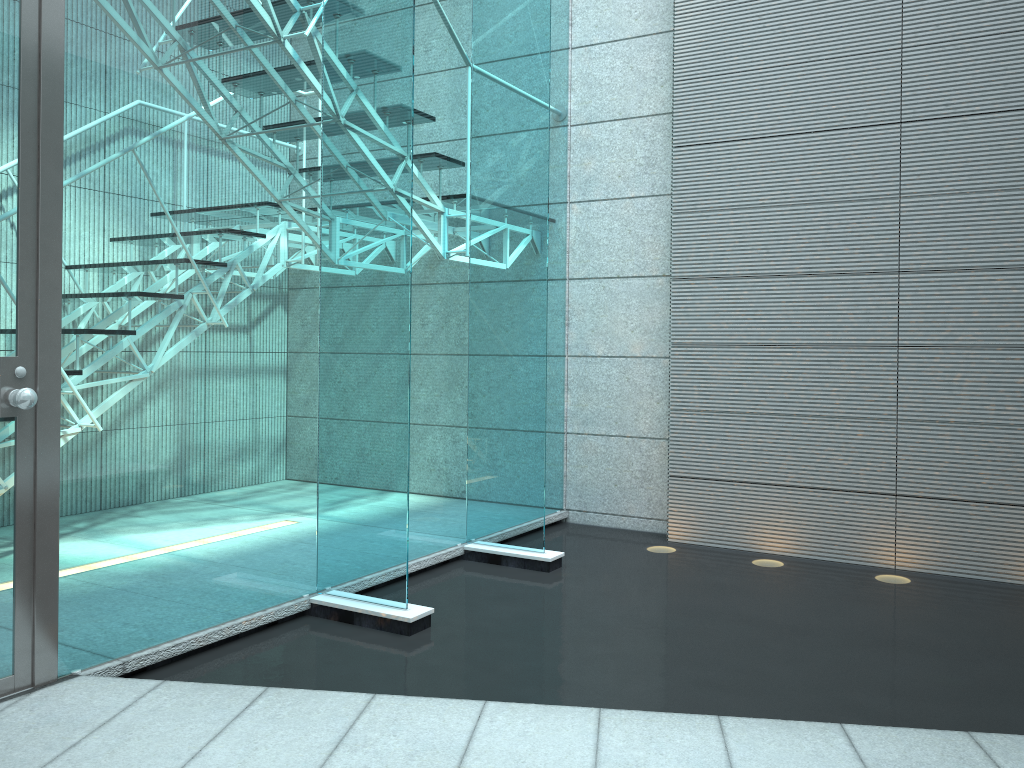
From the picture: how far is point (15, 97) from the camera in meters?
2.1 m

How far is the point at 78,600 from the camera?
2.3 meters

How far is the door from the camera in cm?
209

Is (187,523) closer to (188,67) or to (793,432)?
(188,67)

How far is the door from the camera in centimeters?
209cm
